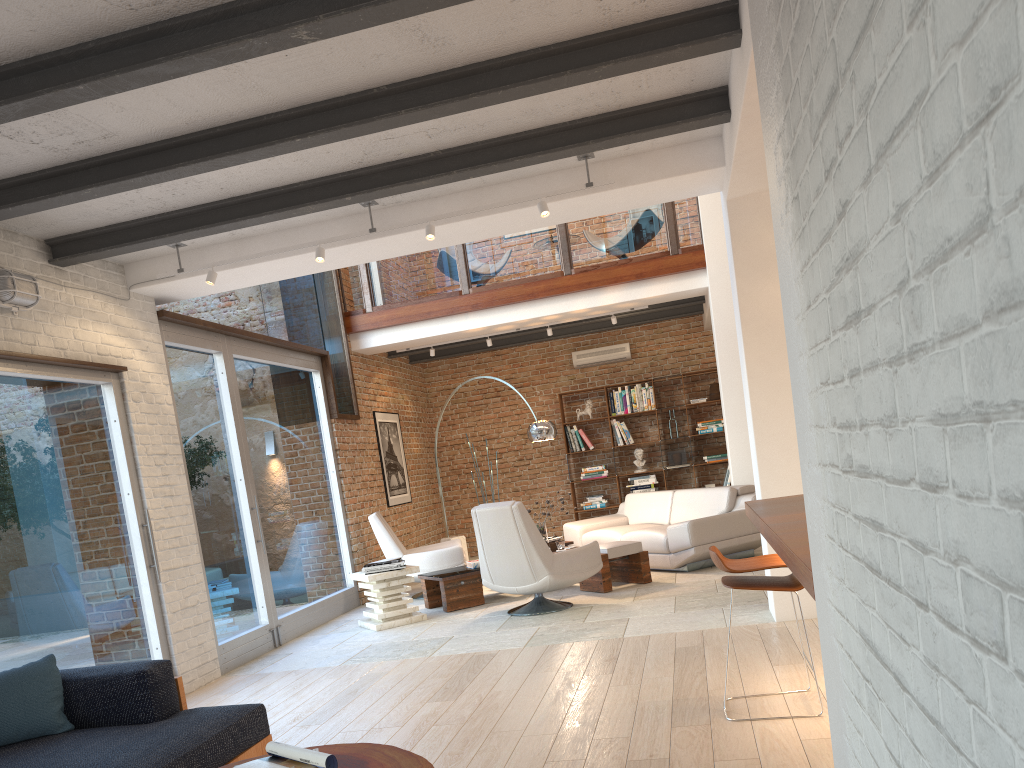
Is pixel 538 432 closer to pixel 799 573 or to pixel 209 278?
pixel 209 278

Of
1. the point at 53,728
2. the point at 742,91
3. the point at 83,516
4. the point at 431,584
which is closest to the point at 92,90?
the point at 53,728

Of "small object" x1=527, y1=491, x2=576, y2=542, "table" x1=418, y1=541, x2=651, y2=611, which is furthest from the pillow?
"small object" x1=527, y1=491, x2=576, y2=542

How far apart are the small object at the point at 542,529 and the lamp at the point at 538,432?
1.0 meters

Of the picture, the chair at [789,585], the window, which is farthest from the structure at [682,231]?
the chair at [789,585]

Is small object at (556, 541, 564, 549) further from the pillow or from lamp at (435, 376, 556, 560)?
the pillow

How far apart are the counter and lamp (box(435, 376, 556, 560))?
5.0m

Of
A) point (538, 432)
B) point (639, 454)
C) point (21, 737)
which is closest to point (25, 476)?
point (21, 737)

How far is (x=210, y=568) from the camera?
6.73m

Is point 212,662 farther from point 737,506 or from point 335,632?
point 737,506
